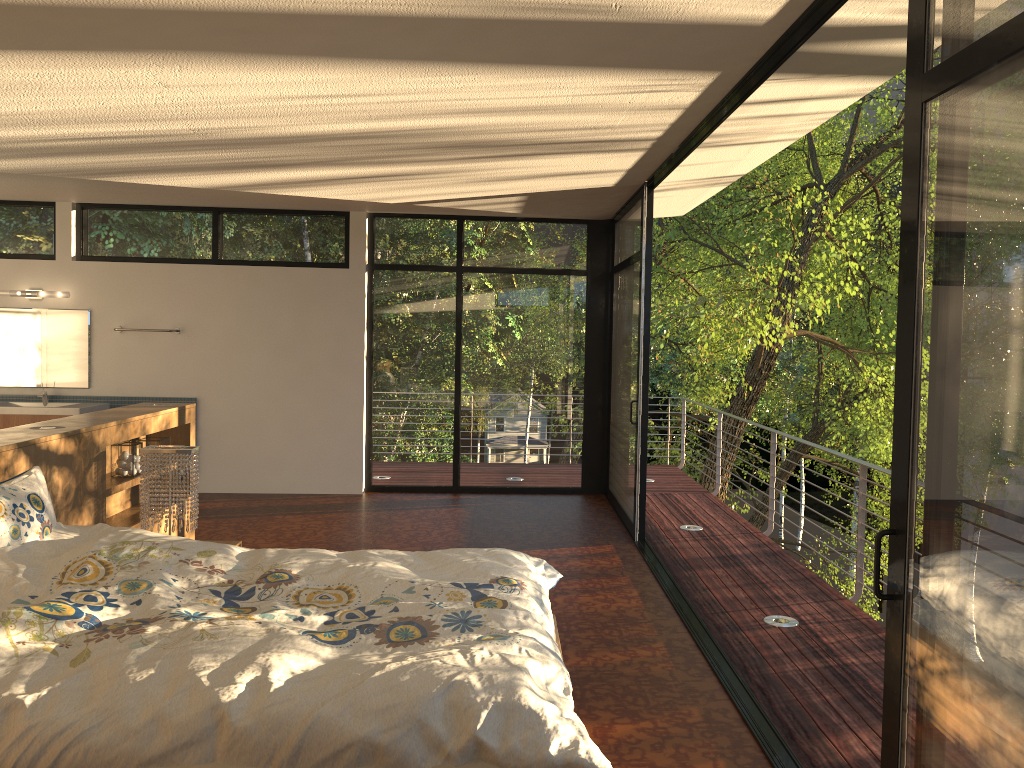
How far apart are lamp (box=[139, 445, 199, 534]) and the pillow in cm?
89

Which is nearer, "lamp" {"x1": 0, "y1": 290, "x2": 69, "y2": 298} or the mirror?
"lamp" {"x1": 0, "y1": 290, "x2": 69, "y2": 298}

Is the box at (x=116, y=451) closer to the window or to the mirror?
the window

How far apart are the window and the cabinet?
1.5m

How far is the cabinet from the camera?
7.2 meters

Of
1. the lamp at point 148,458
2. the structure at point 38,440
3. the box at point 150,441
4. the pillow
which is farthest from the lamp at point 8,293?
the pillow

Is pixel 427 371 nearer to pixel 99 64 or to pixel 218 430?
pixel 218 430

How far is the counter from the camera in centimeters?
723cm

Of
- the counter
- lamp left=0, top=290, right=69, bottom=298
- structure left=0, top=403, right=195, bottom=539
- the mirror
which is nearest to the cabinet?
the counter

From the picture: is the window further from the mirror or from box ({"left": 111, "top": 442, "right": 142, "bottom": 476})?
box ({"left": 111, "top": 442, "right": 142, "bottom": 476})
